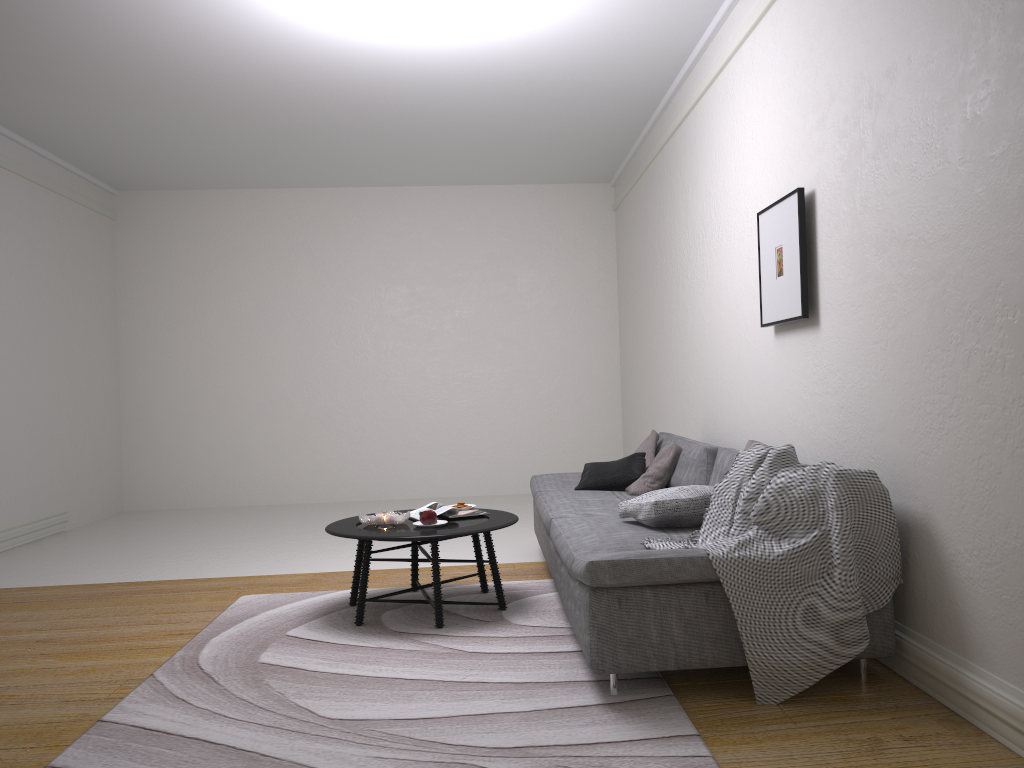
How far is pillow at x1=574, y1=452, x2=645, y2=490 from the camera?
5.18m

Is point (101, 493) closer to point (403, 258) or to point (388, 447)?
point (388, 447)

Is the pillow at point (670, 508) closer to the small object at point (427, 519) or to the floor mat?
the floor mat

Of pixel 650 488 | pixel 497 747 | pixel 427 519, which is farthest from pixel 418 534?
pixel 650 488

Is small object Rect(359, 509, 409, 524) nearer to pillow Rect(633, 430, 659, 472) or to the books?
the books

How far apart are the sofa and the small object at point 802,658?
0.0m

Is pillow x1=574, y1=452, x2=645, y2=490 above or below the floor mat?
above

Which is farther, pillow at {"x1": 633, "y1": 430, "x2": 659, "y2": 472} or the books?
pillow at {"x1": 633, "y1": 430, "x2": 659, "y2": 472}

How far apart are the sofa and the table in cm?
18

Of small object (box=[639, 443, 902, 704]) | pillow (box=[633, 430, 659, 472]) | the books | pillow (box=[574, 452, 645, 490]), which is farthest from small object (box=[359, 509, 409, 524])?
pillow (box=[633, 430, 659, 472])
